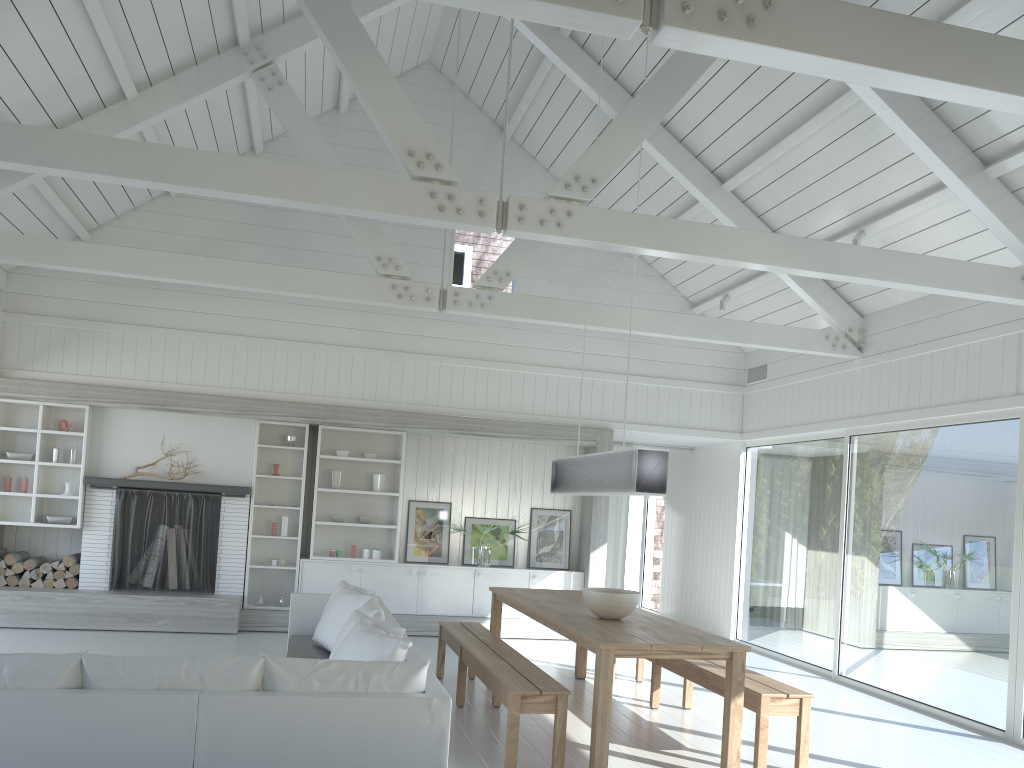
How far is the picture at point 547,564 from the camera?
10.1m

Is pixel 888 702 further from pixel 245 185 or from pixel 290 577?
pixel 245 185

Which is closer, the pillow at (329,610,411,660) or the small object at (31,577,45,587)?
the pillow at (329,610,411,660)

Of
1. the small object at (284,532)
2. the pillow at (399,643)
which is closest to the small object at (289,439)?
the small object at (284,532)

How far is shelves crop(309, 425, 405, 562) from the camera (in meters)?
9.70

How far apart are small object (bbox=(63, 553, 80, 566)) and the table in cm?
448

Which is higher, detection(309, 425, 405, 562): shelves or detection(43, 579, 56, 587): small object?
detection(309, 425, 405, 562): shelves

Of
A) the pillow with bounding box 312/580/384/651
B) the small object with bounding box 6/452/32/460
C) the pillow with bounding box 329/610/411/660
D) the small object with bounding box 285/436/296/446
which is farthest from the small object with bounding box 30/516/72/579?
the pillow with bounding box 329/610/411/660

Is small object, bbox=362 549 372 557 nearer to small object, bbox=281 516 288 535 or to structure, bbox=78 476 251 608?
small object, bbox=281 516 288 535

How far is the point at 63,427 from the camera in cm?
892
